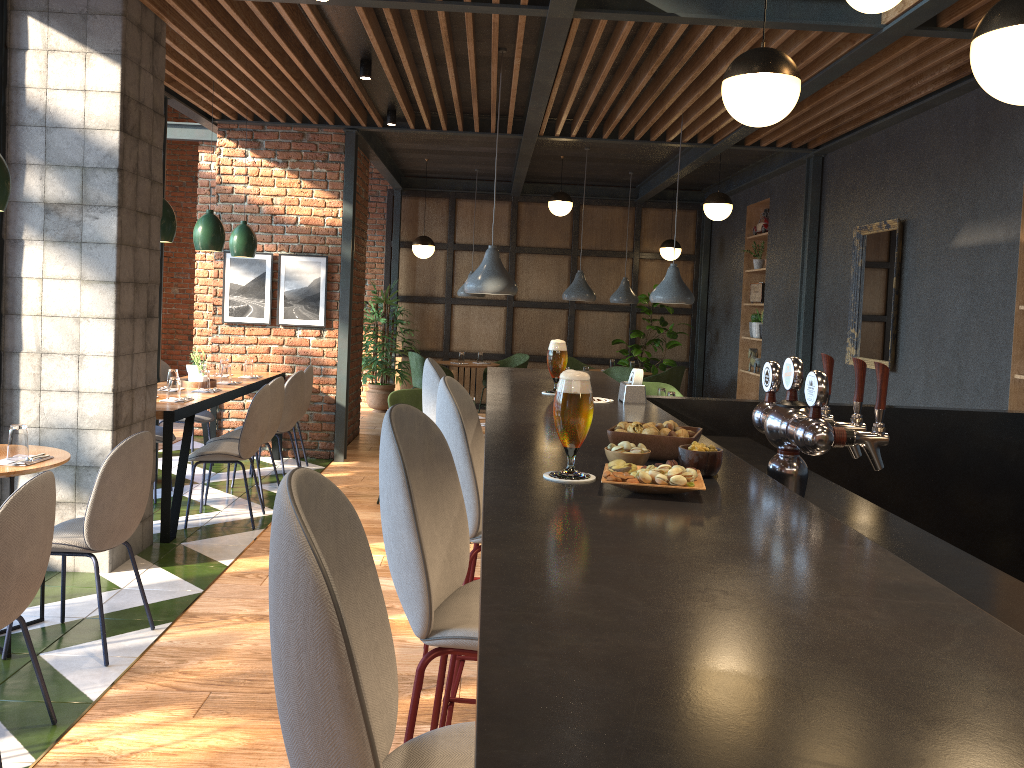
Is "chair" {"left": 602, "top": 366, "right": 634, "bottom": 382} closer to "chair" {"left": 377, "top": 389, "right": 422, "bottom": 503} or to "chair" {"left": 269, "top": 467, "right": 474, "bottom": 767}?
"chair" {"left": 377, "top": 389, "right": 422, "bottom": 503}

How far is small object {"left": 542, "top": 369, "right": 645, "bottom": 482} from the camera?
2.7m

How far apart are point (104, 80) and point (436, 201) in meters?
7.6 m

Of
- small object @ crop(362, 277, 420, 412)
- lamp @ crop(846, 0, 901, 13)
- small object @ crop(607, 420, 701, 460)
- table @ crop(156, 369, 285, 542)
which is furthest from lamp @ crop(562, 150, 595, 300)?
small object @ crop(607, 420, 701, 460)

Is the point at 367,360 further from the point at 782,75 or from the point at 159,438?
the point at 782,75

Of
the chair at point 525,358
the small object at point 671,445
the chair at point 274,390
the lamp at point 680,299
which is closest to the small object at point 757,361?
the chair at point 525,358

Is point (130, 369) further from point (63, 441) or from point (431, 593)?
point (431, 593)

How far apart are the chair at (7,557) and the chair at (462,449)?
1.2 meters

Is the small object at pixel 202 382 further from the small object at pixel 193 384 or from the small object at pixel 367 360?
the small object at pixel 367 360

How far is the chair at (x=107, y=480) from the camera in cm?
343
